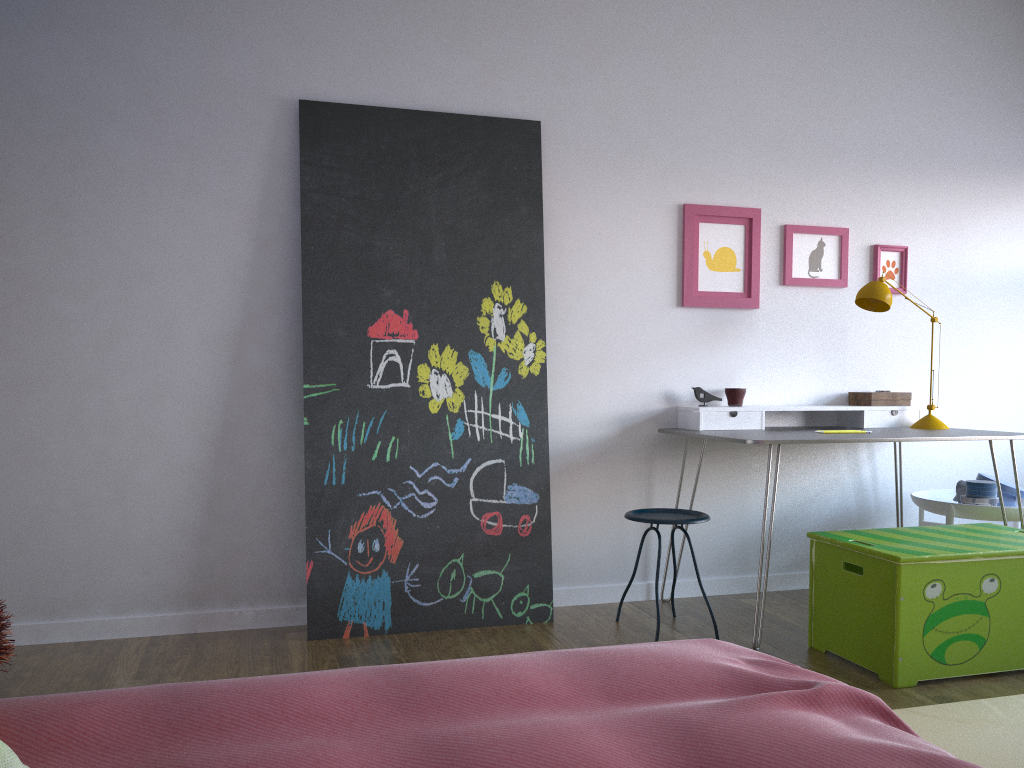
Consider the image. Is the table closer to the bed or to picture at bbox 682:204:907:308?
picture at bbox 682:204:907:308

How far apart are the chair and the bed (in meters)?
1.45

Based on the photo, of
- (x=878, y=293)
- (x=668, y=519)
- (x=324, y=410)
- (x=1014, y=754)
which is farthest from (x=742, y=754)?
(x=878, y=293)

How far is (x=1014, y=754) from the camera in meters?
2.2 m

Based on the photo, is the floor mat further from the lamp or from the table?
the lamp

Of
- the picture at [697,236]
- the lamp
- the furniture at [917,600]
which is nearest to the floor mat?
the furniture at [917,600]

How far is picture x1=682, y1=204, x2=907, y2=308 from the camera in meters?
3.9

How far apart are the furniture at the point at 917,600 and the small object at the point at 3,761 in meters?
2.4 m

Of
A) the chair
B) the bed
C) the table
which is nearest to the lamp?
the table

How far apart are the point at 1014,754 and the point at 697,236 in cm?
233
